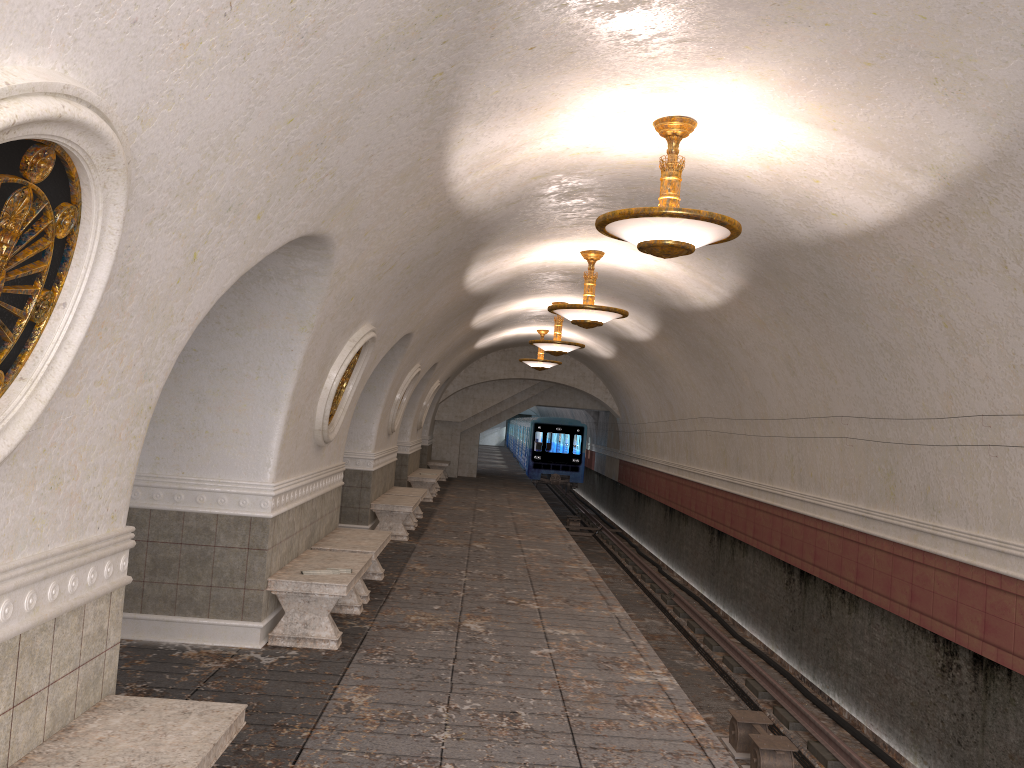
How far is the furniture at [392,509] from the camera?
12.74m

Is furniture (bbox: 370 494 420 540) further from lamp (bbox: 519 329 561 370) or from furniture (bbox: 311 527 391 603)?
lamp (bbox: 519 329 561 370)

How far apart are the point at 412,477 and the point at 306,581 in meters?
12.0 m

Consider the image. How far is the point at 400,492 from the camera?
14.80m

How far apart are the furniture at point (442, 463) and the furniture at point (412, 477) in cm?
502

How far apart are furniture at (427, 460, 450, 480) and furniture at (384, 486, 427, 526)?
9.3m

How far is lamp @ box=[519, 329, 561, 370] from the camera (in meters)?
20.26

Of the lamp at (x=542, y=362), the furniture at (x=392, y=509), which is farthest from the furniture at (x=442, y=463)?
the furniture at (x=392, y=509)

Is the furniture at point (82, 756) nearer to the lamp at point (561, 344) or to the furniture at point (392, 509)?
the furniture at point (392, 509)

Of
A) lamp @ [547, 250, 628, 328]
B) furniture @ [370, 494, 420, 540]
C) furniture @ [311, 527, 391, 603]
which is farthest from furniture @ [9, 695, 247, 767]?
furniture @ [370, 494, 420, 540]
